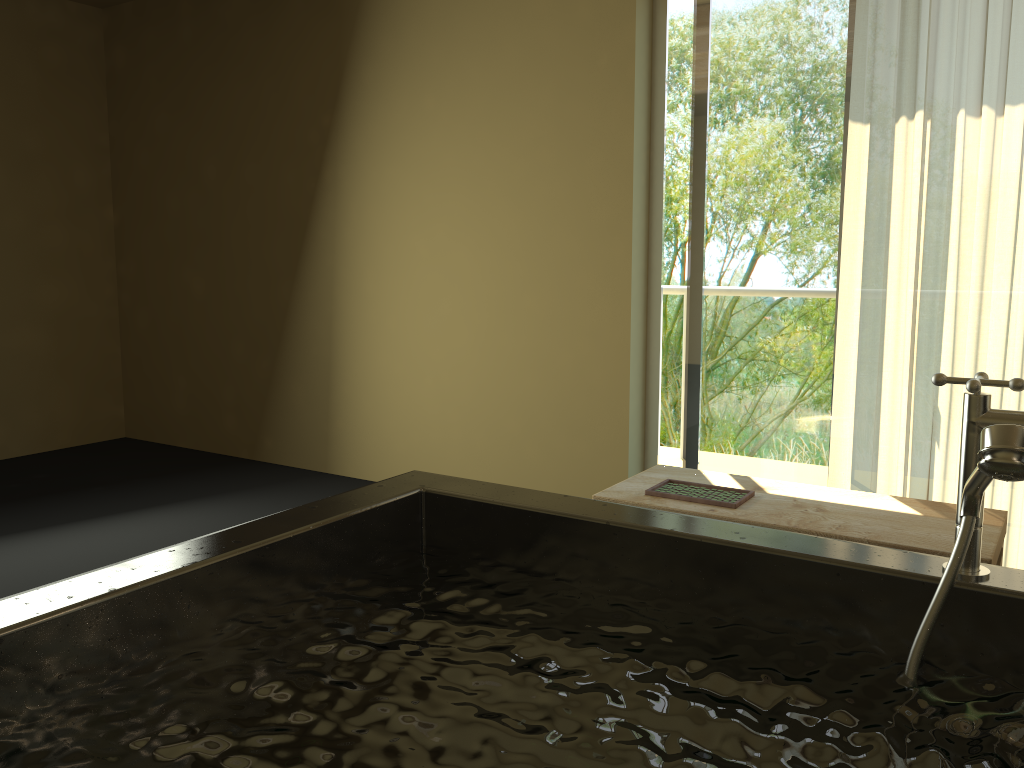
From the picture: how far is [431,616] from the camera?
1.3m

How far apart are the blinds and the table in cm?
43

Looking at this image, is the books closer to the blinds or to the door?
the blinds

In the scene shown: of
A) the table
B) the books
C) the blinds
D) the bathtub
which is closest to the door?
the blinds

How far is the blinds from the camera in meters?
2.9

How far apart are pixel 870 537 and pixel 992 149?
1.4 meters

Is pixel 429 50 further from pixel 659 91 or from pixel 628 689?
pixel 628 689

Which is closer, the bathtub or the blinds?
the bathtub

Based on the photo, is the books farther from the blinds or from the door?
the door

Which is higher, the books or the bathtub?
the bathtub
